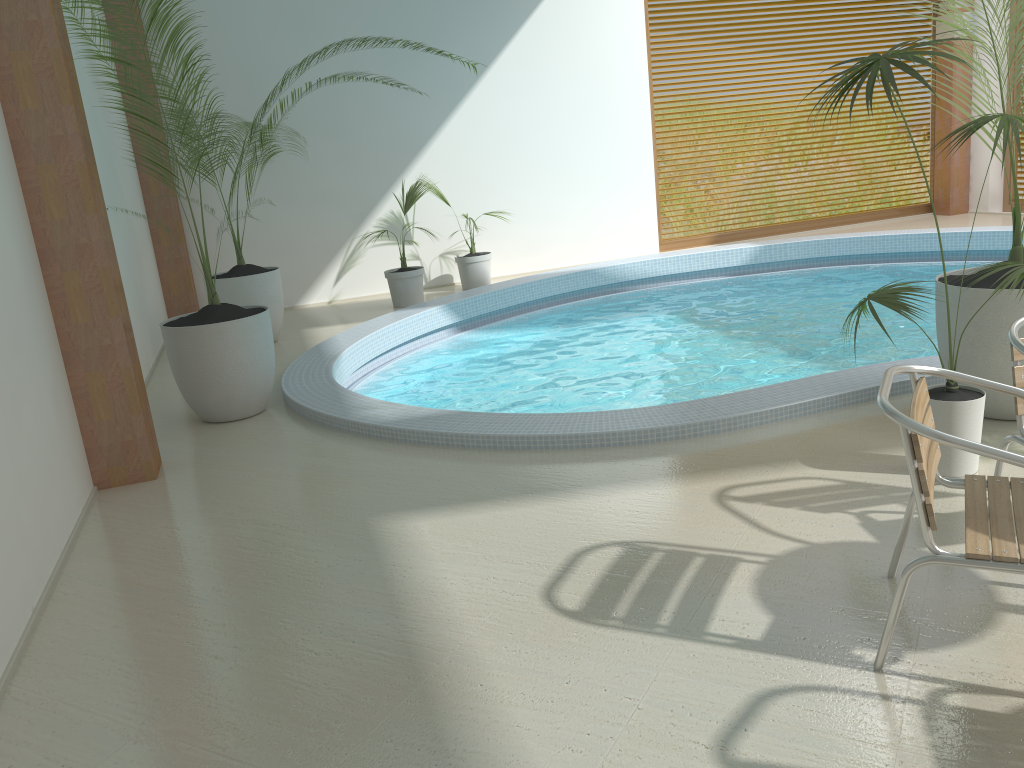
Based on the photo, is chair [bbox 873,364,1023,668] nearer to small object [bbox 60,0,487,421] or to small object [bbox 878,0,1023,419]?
small object [bbox 878,0,1023,419]

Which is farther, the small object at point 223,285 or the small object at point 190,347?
the small object at point 223,285

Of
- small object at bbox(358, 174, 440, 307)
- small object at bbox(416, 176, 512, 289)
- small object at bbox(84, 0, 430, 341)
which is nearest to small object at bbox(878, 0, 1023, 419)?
small object at bbox(84, 0, 430, 341)

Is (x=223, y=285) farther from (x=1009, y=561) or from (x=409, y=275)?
(x=1009, y=561)

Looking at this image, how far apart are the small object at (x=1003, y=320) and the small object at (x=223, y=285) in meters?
5.4

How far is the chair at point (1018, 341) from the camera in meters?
2.9 m

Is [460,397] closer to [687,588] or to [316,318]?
[316,318]

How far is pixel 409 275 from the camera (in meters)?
8.96

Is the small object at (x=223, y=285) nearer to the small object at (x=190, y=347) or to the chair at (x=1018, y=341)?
the small object at (x=190, y=347)

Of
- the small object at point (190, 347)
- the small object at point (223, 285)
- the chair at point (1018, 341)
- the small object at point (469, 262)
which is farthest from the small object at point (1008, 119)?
the small object at point (469, 262)
